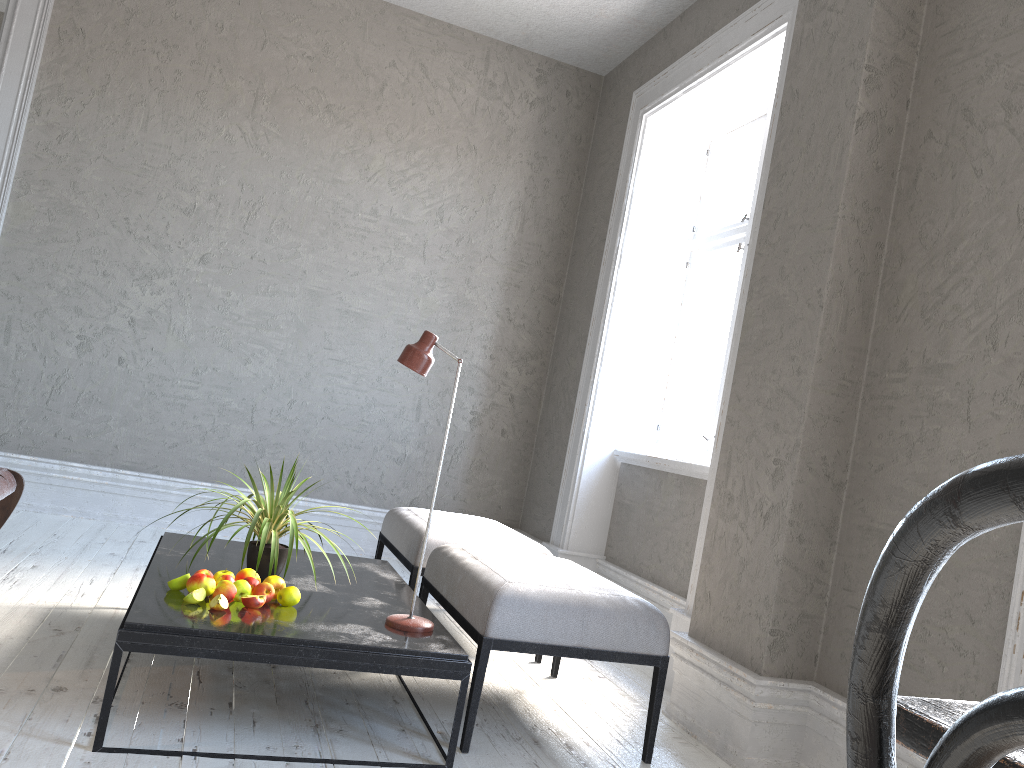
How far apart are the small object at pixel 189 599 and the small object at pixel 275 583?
0.21m

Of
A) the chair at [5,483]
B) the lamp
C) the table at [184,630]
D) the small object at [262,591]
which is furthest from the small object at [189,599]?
the chair at [5,483]

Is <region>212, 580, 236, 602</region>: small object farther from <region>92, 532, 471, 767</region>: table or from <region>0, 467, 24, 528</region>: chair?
<region>0, 467, 24, 528</region>: chair

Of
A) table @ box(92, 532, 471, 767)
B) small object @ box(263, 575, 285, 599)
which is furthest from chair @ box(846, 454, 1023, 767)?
small object @ box(263, 575, 285, 599)

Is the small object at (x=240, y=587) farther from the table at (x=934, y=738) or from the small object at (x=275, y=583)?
the table at (x=934, y=738)

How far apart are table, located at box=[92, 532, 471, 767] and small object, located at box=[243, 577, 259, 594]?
0.08m

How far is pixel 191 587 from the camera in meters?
2.4 m

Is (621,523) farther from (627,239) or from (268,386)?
(268,386)

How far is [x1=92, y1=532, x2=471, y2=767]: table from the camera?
2.1 meters

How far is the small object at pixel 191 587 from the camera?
2.4m
